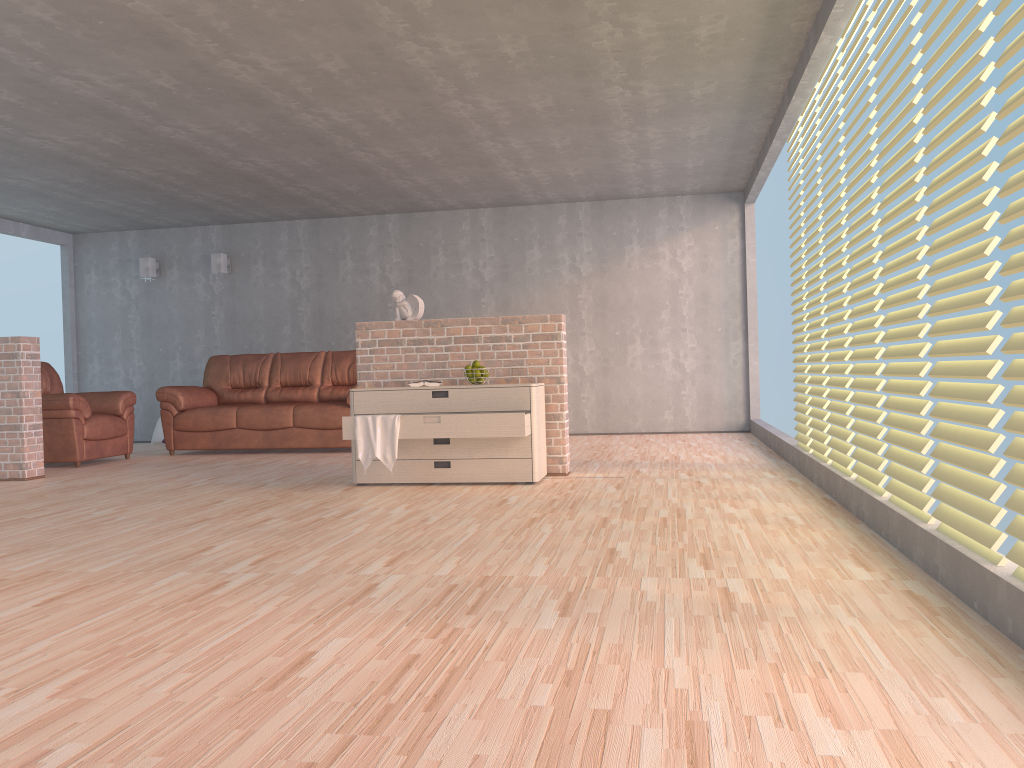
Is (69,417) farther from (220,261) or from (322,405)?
(220,261)

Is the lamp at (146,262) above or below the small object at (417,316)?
above

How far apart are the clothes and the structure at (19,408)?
2.9m

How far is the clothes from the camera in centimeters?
528cm

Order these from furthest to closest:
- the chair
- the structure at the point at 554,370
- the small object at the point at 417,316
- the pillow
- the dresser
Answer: the pillow, the chair, the small object at the point at 417,316, the structure at the point at 554,370, the dresser

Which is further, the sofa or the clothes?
the sofa

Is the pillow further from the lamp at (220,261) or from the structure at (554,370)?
the structure at (554,370)

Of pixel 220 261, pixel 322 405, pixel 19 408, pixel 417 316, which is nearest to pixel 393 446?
pixel 417 316

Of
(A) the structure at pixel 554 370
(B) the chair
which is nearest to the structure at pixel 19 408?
(B) the chair

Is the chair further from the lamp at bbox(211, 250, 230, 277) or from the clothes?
the clothes
